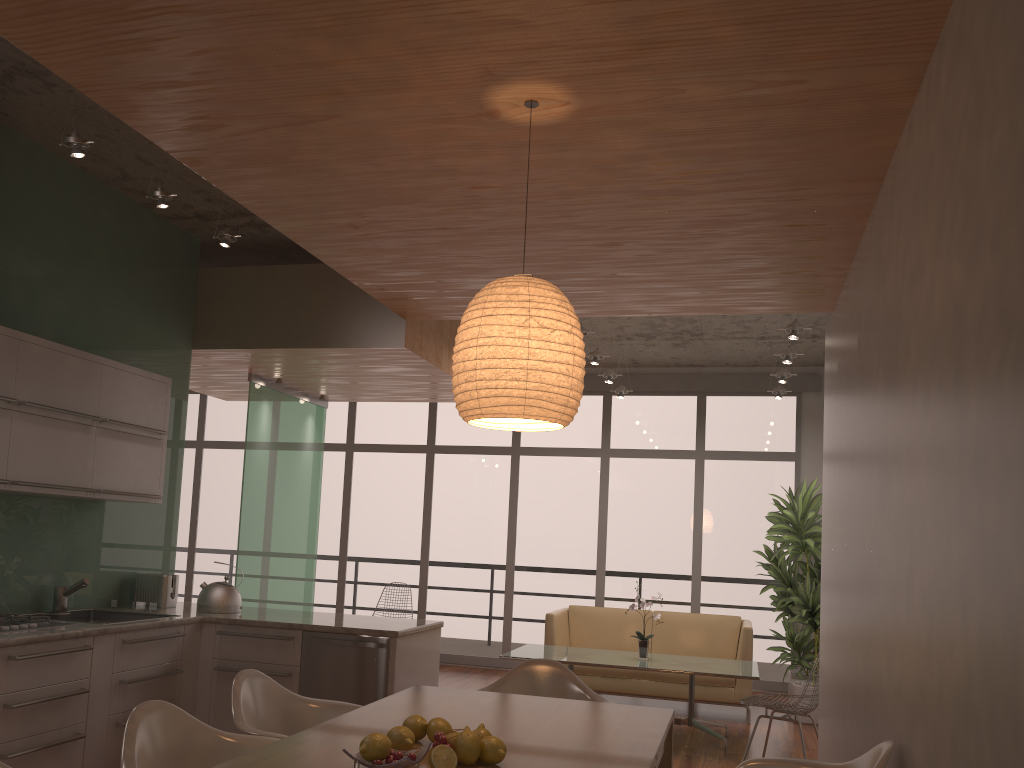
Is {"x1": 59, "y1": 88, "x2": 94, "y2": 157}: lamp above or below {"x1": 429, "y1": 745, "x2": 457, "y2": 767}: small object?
above

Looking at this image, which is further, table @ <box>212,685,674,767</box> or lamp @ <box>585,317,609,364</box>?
lamp @ <box>585,317,609,364</box>

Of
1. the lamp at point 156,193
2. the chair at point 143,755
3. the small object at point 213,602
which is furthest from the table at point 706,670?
the lamp at point 156,193

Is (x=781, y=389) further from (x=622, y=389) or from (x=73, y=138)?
(x=73, y=138)

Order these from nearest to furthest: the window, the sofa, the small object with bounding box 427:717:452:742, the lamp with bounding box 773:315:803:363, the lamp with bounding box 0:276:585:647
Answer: the small object with bounding box 427:717:452:742, the lamp with bounding box 0:276:585:647, the lamp with bounding box 773:315:803:363, the sofa, the window

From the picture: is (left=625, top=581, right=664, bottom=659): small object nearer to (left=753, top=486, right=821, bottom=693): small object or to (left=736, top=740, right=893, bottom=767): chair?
(left=753, top=486, right=821, bottom=693): small object

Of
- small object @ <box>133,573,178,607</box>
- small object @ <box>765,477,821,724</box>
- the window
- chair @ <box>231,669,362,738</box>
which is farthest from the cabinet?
the window

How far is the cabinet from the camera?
3.9m

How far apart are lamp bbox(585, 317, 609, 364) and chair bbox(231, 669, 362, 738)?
4.3 meters

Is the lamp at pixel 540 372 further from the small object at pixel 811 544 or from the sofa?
the small object at pixel 811 544
